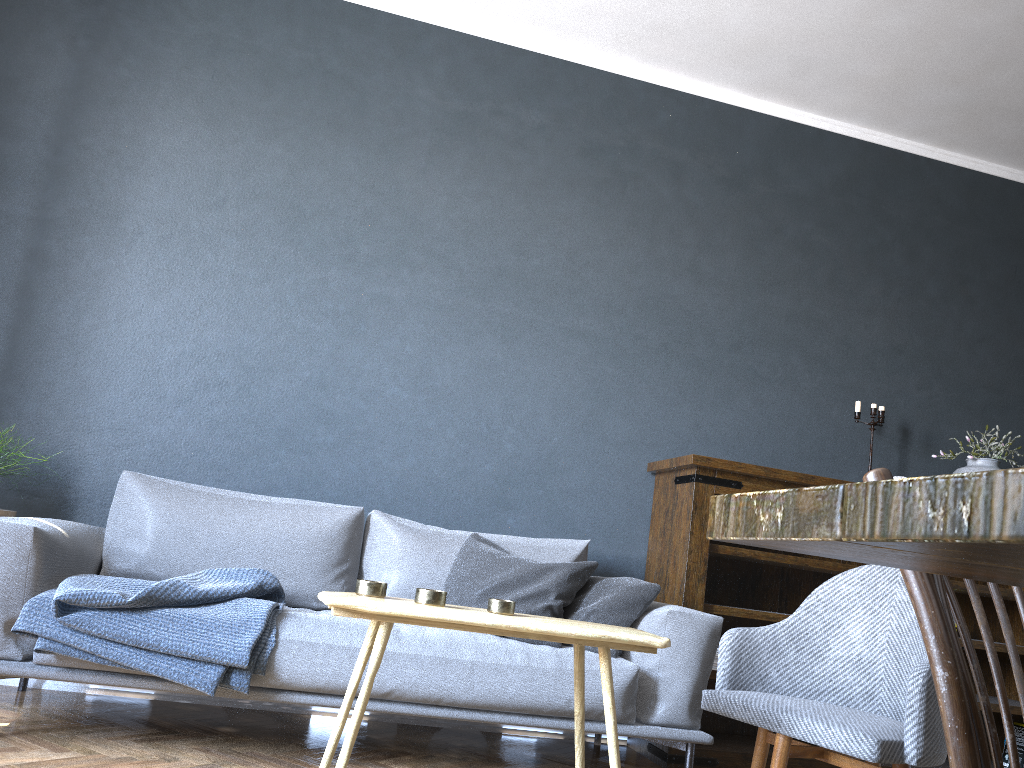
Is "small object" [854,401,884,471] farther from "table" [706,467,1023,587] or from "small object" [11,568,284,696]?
"table" [706,467,1023,587]

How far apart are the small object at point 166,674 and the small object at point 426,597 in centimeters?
59cm

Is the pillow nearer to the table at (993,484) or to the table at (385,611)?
the table at (385,611)

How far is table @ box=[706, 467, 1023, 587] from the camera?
0.36m

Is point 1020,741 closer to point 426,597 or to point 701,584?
point 701,584

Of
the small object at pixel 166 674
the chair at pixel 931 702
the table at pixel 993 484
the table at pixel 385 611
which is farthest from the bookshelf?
the table at pixel 993 484

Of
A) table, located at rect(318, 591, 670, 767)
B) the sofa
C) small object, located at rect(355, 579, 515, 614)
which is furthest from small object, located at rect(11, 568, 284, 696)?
small object, located at rect(355, 579, 515, 614)

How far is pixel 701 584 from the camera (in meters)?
3.38

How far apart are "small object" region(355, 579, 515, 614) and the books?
3.0 meters

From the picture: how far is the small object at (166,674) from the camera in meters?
2.3
